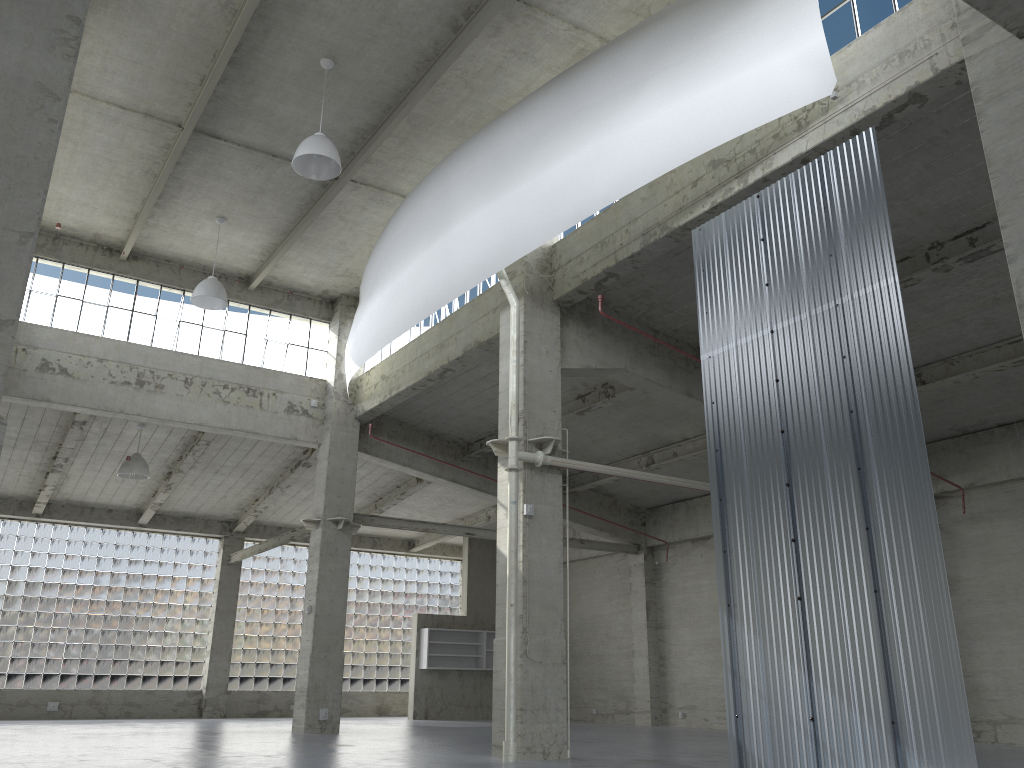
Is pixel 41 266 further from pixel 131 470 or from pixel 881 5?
pixel 881 5

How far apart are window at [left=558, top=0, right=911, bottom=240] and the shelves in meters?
33.0 m

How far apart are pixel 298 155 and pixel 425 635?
28.41m

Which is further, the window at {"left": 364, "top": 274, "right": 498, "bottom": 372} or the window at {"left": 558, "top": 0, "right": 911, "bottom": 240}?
the window at {"left": 364, "top": 274, "right": 498, "bottom": 372}

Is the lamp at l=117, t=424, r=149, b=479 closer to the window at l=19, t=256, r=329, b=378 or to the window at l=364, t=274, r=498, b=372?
the window at l=19, t=256, r=329, b=378

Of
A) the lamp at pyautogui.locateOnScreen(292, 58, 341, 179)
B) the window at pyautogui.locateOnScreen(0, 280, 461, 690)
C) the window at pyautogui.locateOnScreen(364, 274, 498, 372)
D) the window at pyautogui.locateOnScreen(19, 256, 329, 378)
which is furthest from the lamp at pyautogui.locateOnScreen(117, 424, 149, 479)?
the lamp at pyautogui.locateOnScreen(292, 58, 341, 179)

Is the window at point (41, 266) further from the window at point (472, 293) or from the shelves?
the shelves

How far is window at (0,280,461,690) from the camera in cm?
3854

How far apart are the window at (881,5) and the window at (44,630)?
37.1m

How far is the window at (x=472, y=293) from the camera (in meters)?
26.81
